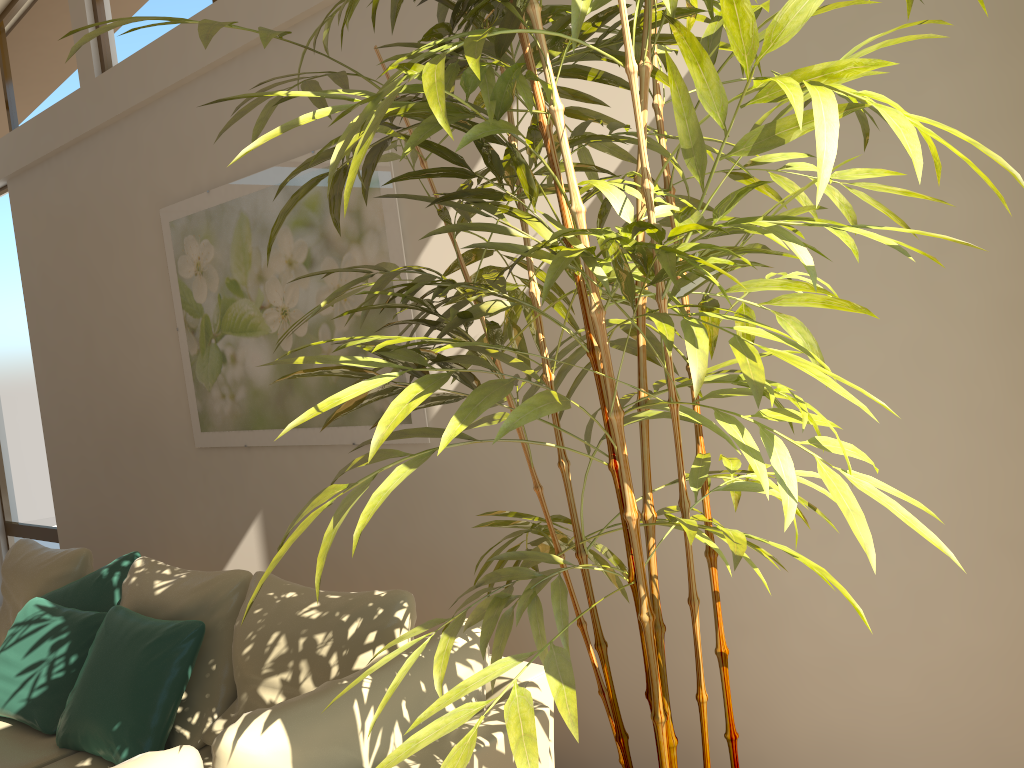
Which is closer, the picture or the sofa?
the sofa

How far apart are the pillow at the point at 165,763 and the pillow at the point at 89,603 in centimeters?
228cm

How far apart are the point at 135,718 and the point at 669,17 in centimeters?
282cm

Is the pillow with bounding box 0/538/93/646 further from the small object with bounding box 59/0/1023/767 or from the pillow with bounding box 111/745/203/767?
the small object with bounding box 59/0/1023/767

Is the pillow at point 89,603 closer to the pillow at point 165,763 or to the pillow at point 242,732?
the pillow at point 242,732

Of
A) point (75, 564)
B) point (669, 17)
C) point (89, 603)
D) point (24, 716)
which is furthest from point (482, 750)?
point (75, 564)

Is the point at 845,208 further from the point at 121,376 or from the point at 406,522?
the point at 121,376

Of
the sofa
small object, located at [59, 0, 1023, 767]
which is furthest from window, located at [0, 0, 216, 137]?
the sofa

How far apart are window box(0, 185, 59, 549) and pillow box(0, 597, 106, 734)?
2.81m

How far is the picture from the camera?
3.7m
